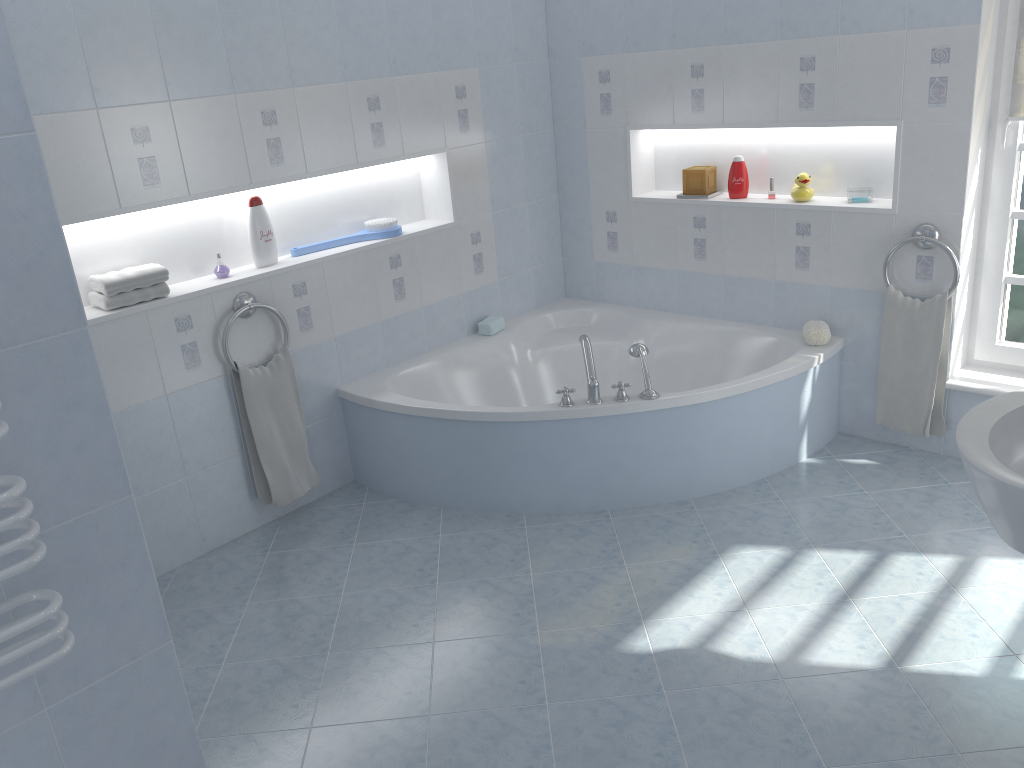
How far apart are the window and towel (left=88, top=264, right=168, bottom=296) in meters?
3.1

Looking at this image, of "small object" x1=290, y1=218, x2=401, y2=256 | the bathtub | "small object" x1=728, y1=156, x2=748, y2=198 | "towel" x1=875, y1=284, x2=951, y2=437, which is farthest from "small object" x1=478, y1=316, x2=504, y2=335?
"towel" x1=875, y1=284, x2=951, y2=437

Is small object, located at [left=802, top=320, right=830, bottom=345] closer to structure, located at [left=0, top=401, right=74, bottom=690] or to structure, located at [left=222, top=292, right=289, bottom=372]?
structure, located at [left=222, top=292, right=289, bottom=372]

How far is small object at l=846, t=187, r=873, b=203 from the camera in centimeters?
364cm

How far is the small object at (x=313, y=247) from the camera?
3.71m

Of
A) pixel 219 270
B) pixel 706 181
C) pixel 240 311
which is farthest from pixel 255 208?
pixel 706 181

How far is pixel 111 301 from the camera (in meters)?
3.04

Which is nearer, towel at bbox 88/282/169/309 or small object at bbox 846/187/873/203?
towel at bbox 88/282/169/309

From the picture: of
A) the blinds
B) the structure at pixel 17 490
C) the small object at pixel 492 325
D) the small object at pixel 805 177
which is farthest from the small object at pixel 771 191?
the structure at pixel 17 490

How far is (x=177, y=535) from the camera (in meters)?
3.35
